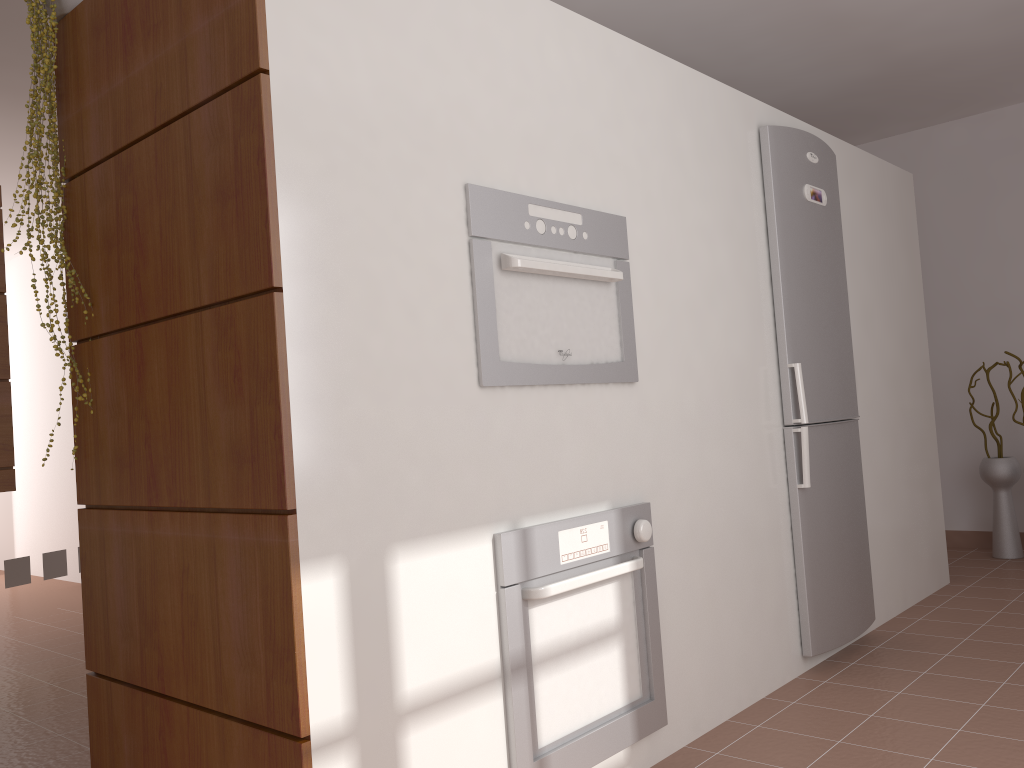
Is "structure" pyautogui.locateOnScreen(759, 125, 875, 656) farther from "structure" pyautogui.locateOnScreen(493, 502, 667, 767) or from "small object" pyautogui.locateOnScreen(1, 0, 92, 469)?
"small object" pyautogui.locateOnScreen(1, 0, 92, 469)

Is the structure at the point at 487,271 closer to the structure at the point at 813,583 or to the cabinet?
the structure at the point at 813,583

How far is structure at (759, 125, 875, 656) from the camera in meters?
3.0 m

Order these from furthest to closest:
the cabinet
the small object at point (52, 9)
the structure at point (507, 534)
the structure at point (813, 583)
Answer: the cabinet, the structure at point (813, 583), the small object at point (52, 9), the structure at point (507, 534)

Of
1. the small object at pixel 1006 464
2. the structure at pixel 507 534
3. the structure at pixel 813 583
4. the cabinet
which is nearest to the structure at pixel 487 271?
the structure at pixel 507 534

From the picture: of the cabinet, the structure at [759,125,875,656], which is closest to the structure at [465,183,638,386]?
the structure at [759,125,875,656]

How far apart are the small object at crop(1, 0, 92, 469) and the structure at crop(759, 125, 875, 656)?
2.2 meters

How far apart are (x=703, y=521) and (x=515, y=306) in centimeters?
99cm

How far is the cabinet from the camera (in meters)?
3.42

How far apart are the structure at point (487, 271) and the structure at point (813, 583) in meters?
0.9 m
